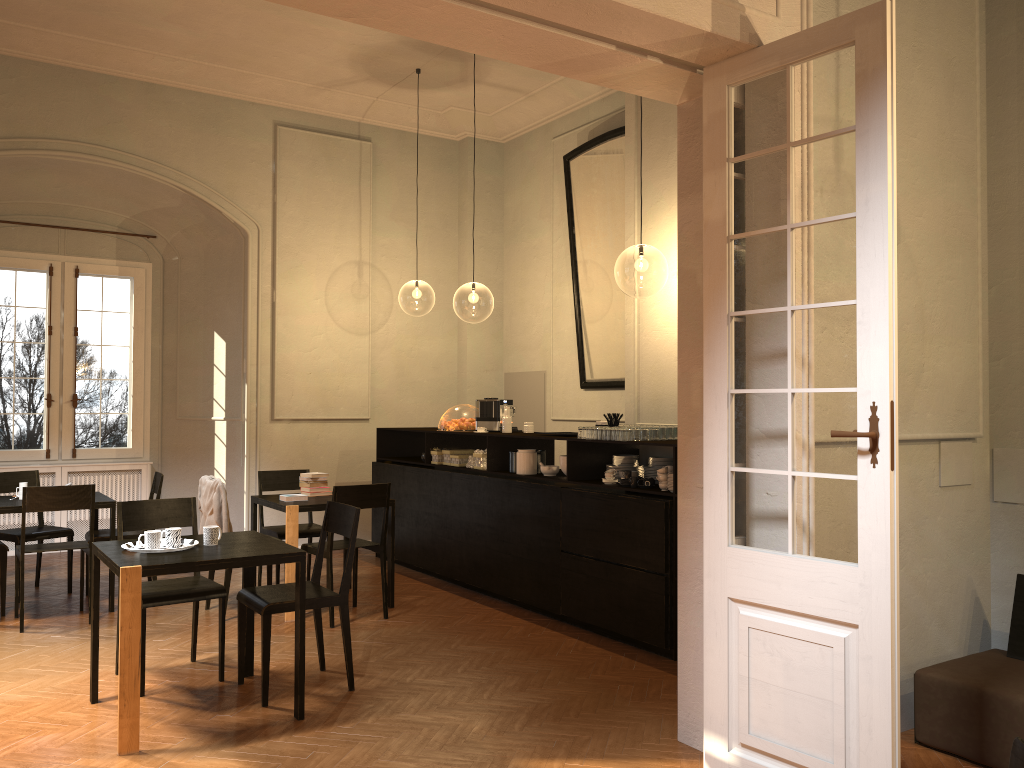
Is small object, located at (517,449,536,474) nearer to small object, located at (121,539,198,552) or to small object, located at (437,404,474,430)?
small object, located at (437,404,474,430)

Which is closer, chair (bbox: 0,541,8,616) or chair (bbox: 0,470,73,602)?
chair (bbox: 0,541,8,616)

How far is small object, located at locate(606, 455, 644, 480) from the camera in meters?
6.8 m

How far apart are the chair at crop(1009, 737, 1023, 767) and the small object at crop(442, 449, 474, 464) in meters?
6.5 m

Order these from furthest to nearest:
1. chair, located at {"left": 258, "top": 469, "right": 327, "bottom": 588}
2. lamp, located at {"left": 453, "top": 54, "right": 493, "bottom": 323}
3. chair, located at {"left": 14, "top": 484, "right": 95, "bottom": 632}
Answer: lamp, located at {"left": 453, "top": 54, "right": 493, "bottom": 323}
chair, located at {"left": 258, "top": 469, "right": 327, "bottom": 588}
chair, located at {"left": 14, "top": 484, "right": 95, "bottom": 632}

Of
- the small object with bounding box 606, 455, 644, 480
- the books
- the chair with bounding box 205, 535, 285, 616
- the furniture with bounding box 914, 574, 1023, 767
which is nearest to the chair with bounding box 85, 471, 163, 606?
the chair with bounding box 205, 535, 285, 616

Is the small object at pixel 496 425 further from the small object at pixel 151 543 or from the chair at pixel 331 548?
the small object at pixel 151 543

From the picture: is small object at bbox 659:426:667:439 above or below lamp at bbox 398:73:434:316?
below

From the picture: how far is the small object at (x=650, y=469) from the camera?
6.7m

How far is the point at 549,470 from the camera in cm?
731
